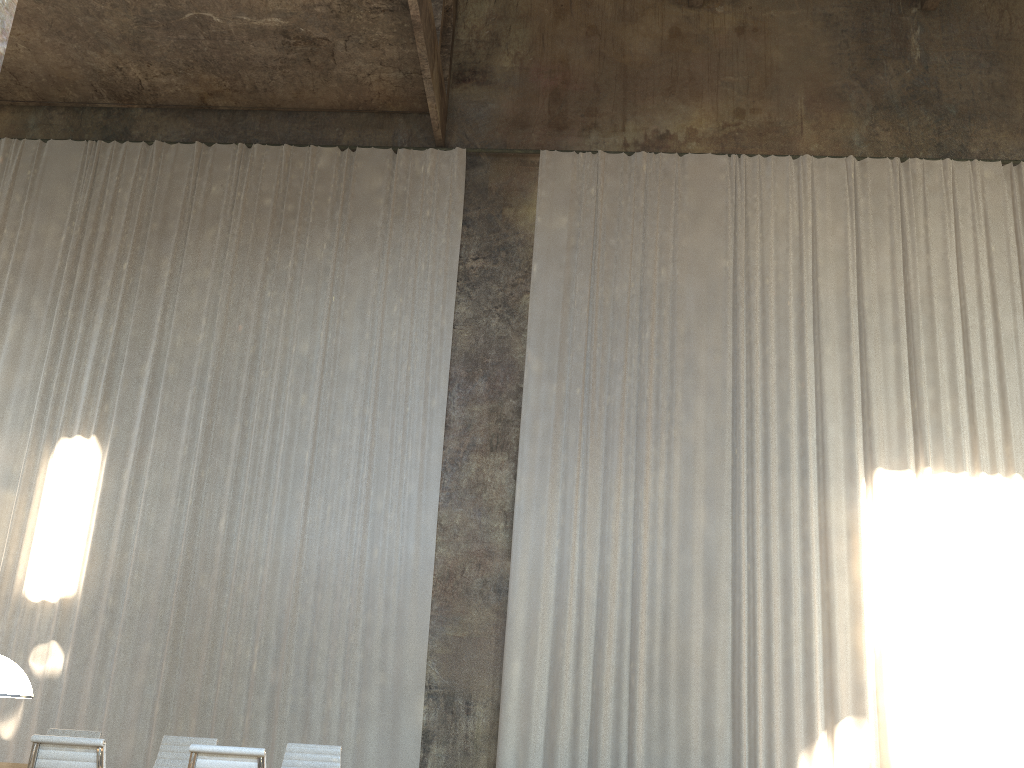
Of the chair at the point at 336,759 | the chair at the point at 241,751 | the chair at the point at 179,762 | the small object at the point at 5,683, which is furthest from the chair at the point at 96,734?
the small object at the point at 5,683

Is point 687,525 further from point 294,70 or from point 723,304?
point 294,70

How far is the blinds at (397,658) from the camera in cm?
969

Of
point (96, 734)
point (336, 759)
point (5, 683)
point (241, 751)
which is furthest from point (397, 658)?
point (5, 683)

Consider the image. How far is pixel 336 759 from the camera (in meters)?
6.33

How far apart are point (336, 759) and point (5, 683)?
4.8m

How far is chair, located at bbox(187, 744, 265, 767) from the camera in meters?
4.6

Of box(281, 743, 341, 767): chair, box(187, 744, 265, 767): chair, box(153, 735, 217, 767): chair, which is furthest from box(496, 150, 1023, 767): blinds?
box(187, 744, 265, 767): chair

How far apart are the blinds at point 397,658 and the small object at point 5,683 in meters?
7.9

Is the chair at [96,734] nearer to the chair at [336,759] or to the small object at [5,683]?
the chair at [336,759]
